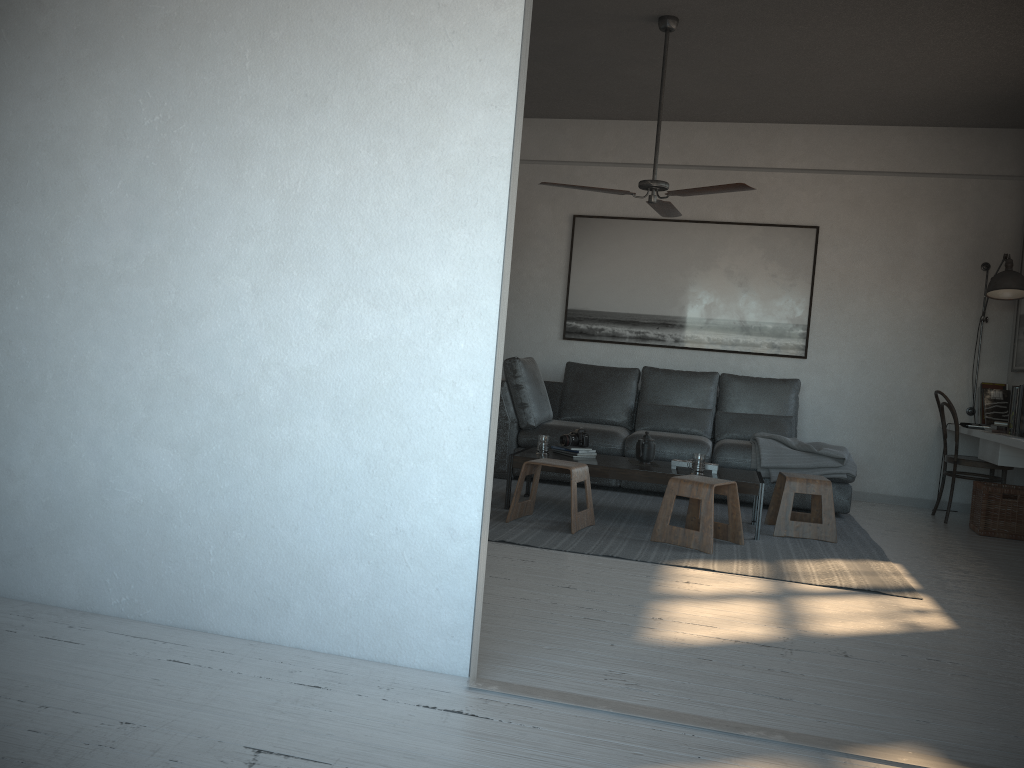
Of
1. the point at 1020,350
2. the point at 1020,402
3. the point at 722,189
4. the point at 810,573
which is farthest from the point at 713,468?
the point at 1020,350

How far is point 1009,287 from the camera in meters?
6.0 m

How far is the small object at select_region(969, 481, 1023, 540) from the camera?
5.6m

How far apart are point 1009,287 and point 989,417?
1.0m

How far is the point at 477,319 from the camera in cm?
248

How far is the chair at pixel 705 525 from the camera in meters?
4.5

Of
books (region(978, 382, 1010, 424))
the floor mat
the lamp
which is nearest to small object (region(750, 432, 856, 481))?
the floor mat

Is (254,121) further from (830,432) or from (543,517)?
(830,432)

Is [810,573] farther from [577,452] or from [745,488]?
[577,452]

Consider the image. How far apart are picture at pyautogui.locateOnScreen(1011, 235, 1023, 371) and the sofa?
1.52m
